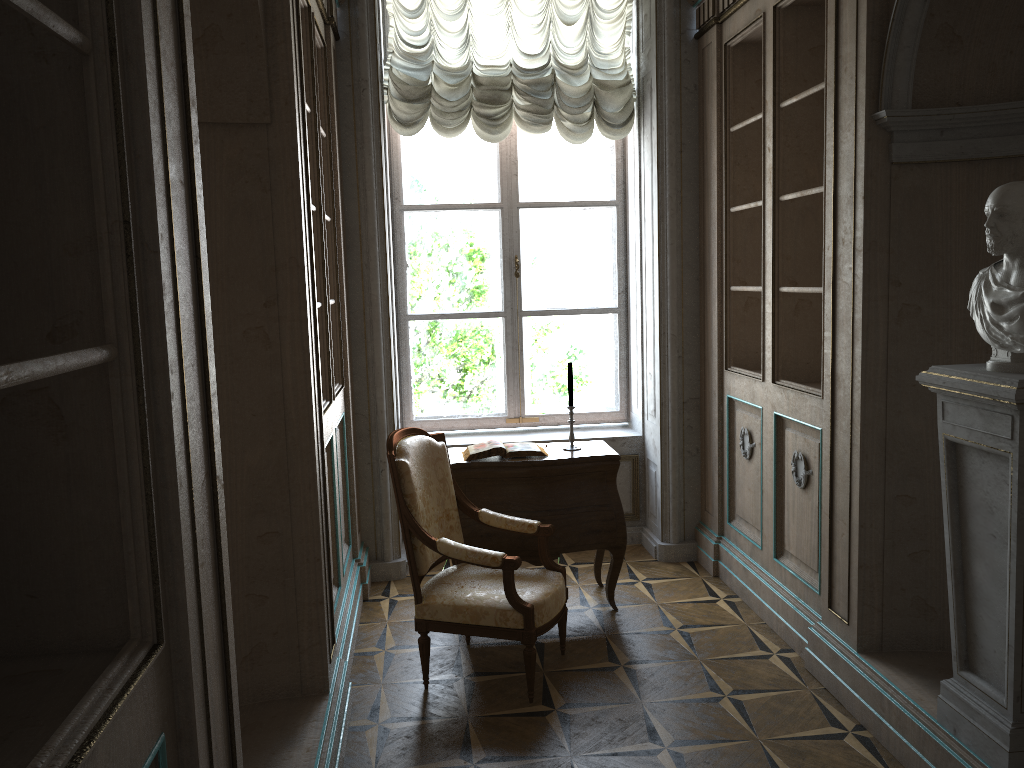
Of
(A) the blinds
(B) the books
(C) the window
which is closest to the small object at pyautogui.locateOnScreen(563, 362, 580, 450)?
(B) the books

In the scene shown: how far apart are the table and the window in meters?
1.1

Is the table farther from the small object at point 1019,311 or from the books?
the small object at point 1019,311

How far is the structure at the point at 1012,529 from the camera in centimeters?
237cm

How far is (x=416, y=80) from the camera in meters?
4.9

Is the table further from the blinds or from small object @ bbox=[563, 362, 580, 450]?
the blinds

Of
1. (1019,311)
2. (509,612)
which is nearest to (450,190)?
(509,612)

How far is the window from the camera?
5.38m

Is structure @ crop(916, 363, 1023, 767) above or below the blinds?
below

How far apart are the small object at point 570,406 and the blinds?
1.7m
